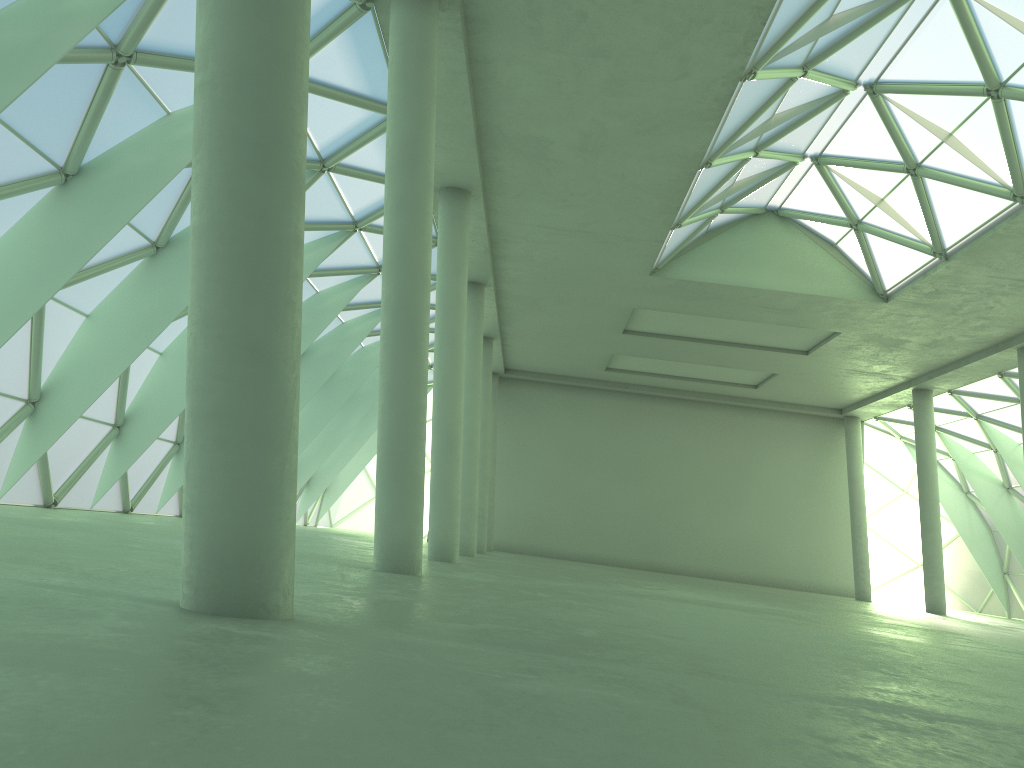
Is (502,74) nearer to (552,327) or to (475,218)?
(475,218)

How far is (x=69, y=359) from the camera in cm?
2605
